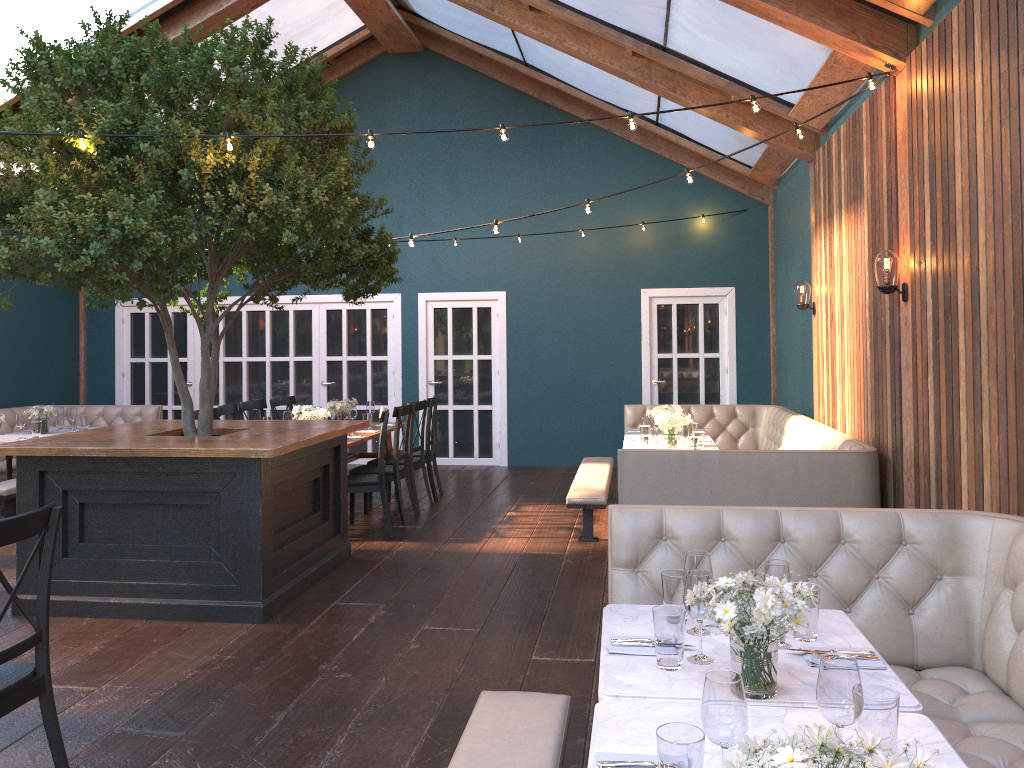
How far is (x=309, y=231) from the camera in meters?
5.2 m

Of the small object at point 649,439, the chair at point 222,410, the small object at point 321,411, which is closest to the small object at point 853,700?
the small object at point 649,439

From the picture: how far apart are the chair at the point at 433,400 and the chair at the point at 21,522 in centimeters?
574cm

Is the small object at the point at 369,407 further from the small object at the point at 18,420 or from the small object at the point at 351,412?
the small object at the point at 18,420

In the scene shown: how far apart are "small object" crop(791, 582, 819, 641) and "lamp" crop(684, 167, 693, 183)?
3.8m

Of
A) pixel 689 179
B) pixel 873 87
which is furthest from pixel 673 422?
pixel 873 87

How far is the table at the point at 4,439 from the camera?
8.7m

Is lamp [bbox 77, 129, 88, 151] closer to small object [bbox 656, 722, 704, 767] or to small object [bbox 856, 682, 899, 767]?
small object [bbox 656, 722, 704, 767]

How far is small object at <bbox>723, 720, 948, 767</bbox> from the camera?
1.32m

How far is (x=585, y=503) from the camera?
6.8m
